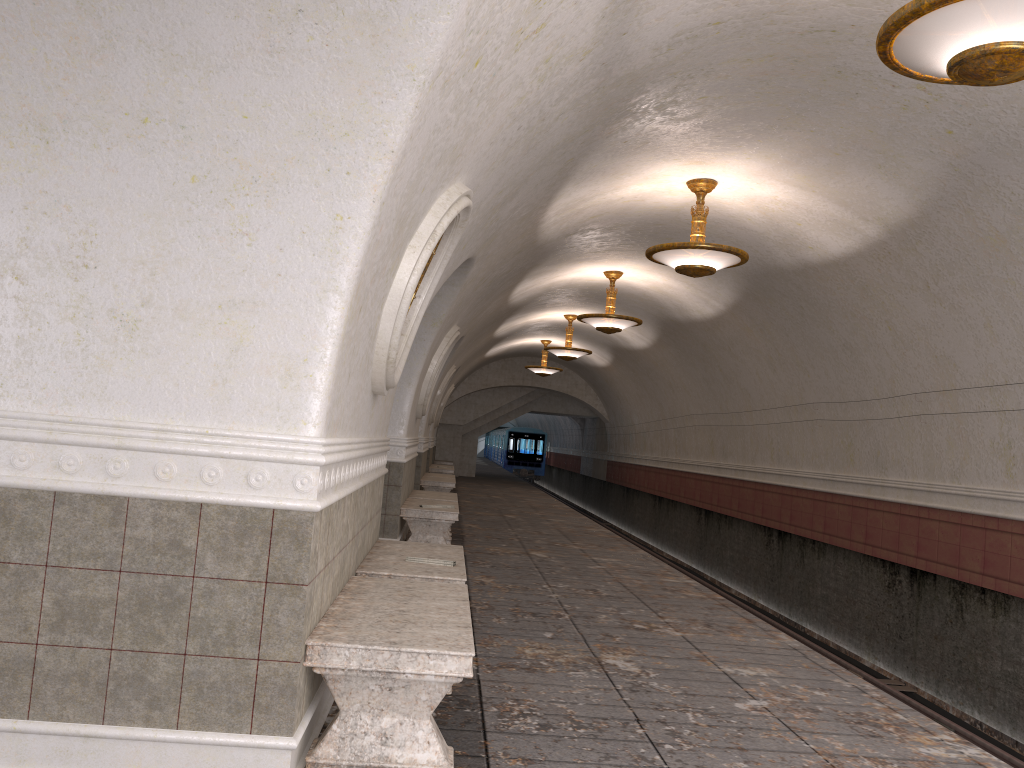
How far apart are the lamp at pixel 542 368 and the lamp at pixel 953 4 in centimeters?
1841cm

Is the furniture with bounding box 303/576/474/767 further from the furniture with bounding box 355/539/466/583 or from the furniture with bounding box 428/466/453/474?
the furniture with bounding box 428/466/453/474

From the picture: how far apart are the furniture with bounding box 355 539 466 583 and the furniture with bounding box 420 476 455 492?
9.0 meters

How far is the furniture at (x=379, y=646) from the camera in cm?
318

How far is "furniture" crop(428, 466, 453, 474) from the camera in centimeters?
2109cm

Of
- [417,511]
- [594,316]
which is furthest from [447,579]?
[594,316]

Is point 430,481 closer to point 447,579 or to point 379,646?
point 447,579

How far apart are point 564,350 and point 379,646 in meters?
15.0

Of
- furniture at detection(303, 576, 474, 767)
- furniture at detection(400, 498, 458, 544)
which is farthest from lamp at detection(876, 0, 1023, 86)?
furniture at detection(400, 498, 458, 544)

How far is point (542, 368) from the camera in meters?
22.8
